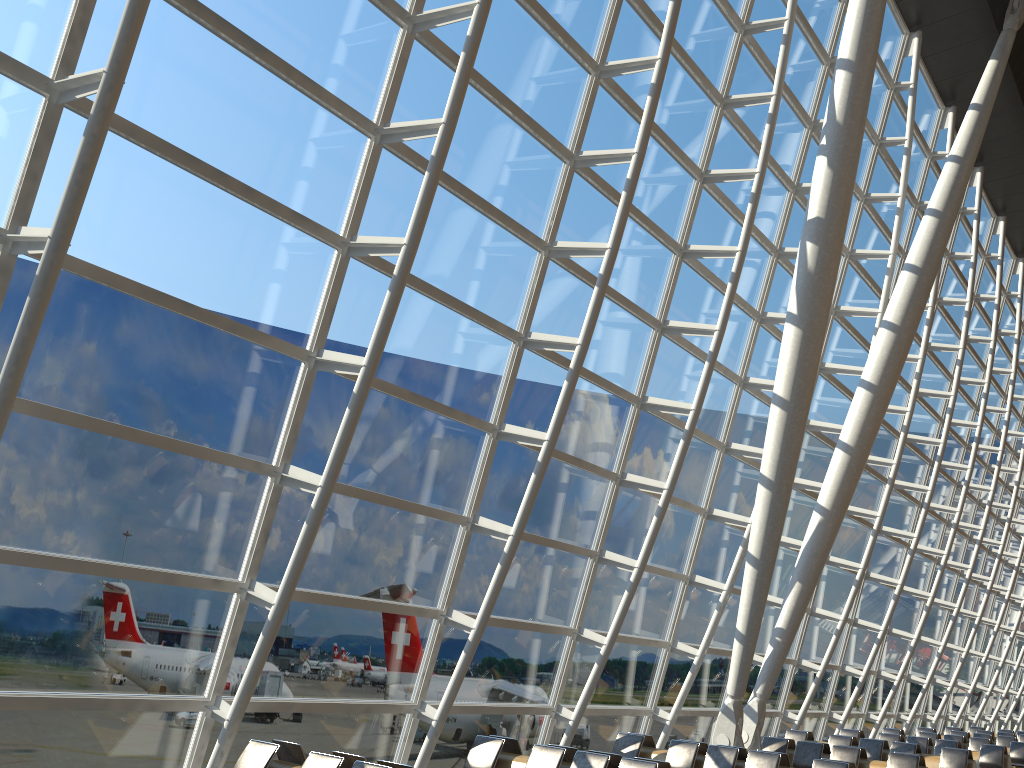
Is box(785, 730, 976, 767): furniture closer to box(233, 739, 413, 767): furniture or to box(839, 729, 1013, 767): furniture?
box(839, 729, 1013, 767): furniture

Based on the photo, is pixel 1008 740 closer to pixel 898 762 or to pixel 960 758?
pixel 960 758

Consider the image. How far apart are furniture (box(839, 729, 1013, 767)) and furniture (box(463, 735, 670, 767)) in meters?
11.5 m

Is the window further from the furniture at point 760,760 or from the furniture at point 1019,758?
the furniture at point 1019,758

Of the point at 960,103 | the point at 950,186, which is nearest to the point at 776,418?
the point at 950,186

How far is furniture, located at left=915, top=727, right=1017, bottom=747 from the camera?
21.5 meters

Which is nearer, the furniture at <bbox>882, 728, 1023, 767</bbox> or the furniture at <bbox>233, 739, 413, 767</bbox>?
the furniture at <bbox>233, 739, 413, 767</bbox>

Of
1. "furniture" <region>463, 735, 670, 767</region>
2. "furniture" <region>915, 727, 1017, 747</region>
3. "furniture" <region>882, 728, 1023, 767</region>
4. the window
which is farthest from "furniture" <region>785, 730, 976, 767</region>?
"furniture" <region>915, 727, 1017, 747</region>

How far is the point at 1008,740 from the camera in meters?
21.5

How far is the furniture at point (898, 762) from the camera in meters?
12.2
